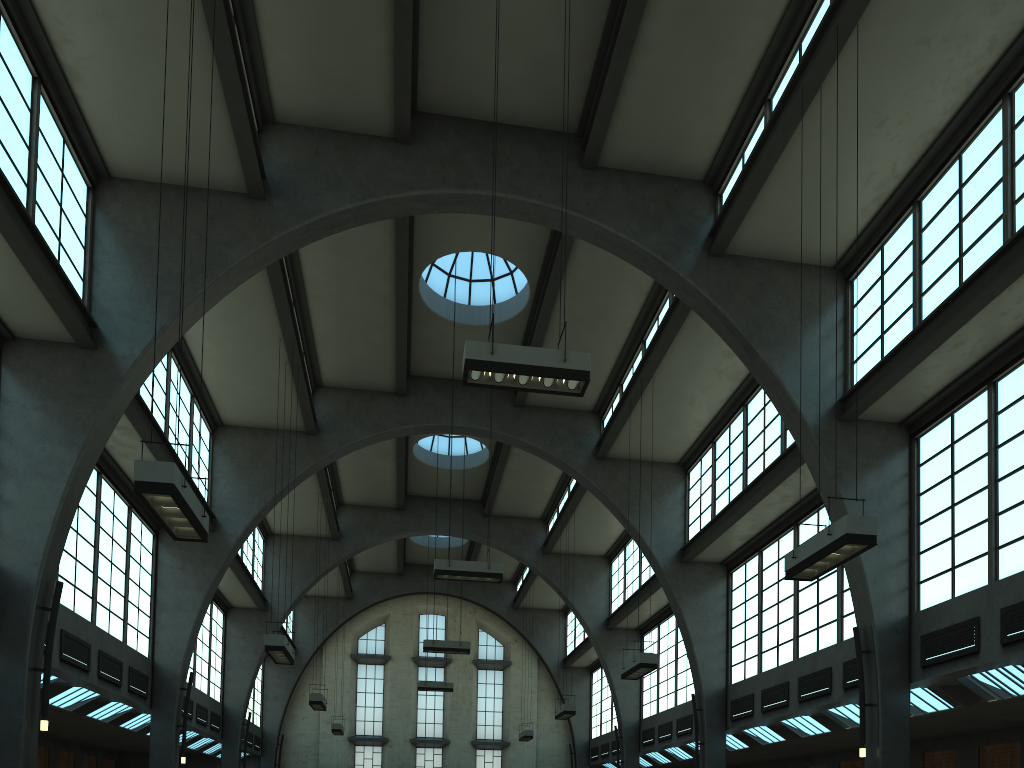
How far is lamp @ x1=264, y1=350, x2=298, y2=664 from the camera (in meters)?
15.67

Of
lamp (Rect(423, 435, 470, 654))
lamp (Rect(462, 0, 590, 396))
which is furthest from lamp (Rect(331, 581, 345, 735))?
lamp (Rect(462, 0, 590, 396))

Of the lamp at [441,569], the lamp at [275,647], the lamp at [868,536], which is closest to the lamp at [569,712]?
the lamp at [441,569]

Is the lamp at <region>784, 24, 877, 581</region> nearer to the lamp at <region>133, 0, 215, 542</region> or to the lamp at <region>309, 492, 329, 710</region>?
the lamp at <region>133, 0, 215, 542</region>

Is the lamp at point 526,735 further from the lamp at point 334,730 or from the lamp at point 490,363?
the lamp at point 490,363

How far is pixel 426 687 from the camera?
31.48m

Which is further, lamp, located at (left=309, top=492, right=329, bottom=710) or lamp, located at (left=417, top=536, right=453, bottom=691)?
lamp, located at (left=417, top=536, right=453, bottom=691)

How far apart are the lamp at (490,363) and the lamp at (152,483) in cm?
362

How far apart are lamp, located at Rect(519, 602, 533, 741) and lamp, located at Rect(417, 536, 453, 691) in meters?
3.3 m

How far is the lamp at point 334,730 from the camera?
29.8 meters
